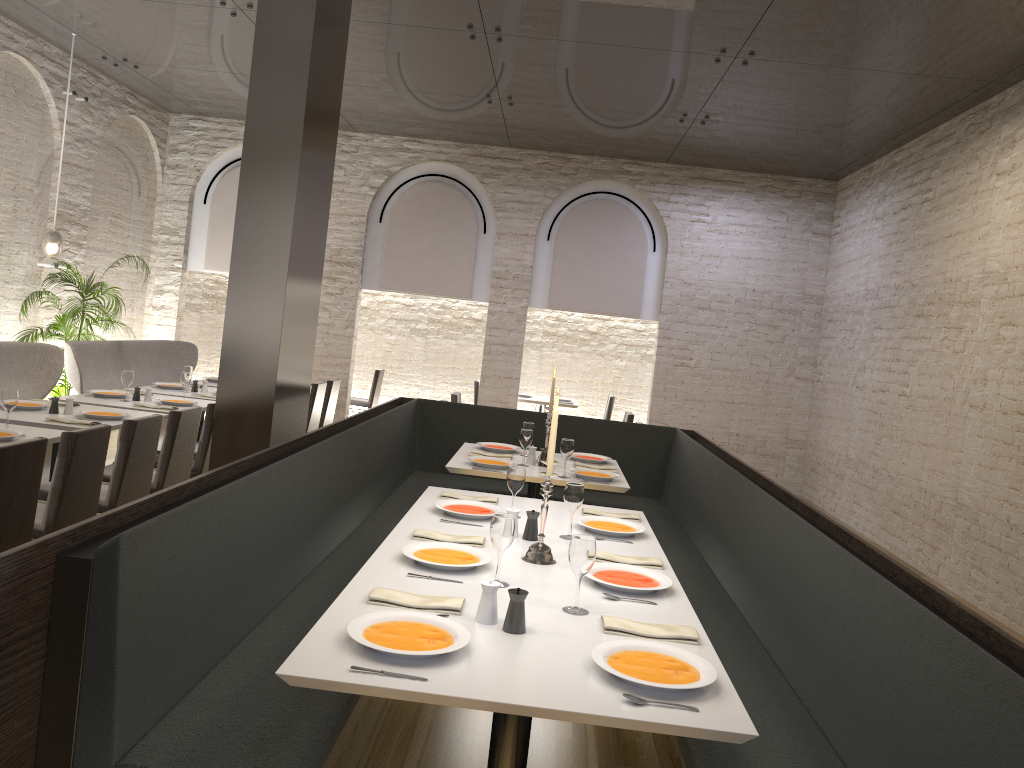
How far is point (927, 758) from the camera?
2.16m

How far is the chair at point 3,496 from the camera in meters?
3.7 m

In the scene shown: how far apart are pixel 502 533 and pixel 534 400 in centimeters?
845cm

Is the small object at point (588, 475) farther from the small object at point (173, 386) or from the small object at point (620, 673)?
the small object at point (173, 386)

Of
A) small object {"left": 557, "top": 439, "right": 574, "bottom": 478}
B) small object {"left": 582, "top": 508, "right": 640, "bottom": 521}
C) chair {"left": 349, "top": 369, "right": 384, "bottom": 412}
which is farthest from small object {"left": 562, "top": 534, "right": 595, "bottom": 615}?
chair {"left": 349, "top": 369, "right": 384, "bottom": 412}

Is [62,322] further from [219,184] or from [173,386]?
[219,184]

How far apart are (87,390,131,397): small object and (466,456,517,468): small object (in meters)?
3.05

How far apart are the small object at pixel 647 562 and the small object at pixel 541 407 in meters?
4.4 m

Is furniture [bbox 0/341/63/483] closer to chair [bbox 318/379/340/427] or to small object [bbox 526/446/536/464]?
chair [bbox 318/379/340/427]

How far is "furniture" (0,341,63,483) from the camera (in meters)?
6.82
